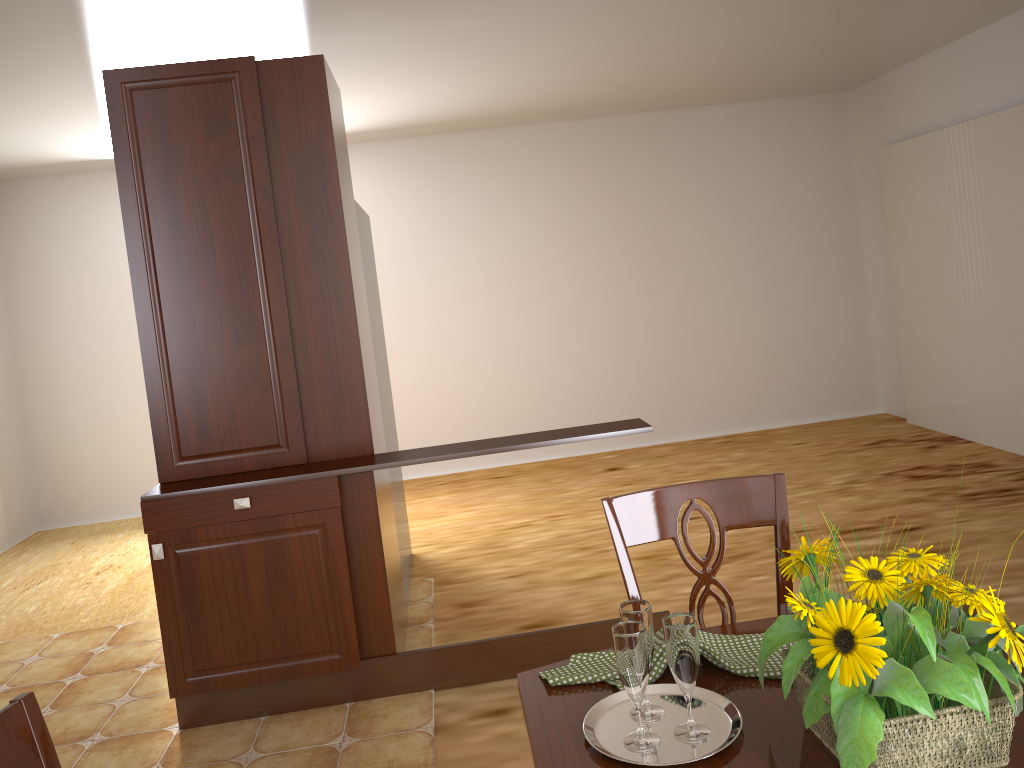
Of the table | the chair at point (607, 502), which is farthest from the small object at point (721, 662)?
the chair at point (607, 502)

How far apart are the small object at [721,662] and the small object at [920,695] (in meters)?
0.10

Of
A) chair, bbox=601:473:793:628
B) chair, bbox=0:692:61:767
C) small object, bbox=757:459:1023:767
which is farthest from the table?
chair, bbox=0:692:61:767

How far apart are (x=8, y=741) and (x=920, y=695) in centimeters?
100cm

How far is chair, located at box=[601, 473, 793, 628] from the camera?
1.6 meters

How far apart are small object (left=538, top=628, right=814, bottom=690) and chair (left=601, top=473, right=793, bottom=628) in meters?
0.2

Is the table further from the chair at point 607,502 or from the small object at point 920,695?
the chair at point 607,502

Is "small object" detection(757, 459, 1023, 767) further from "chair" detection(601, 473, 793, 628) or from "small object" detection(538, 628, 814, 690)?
"chair" detection(601, 473, 793, 628)

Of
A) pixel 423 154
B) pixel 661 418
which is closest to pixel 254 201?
pixel 423 154

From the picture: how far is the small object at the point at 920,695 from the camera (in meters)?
0.92
